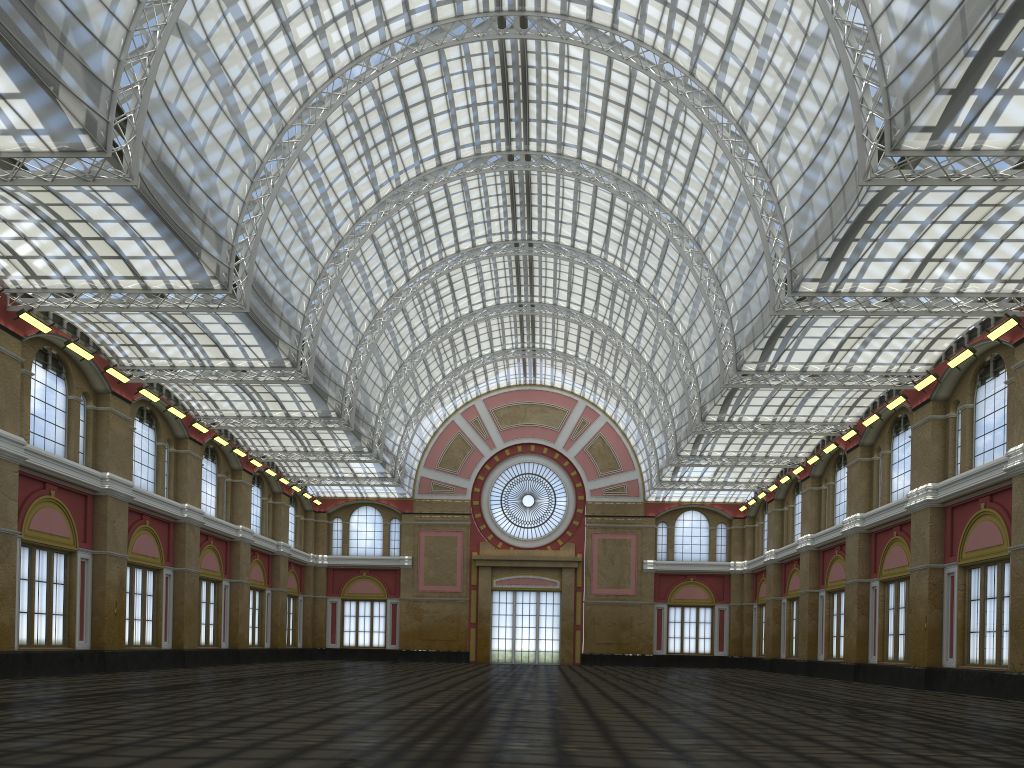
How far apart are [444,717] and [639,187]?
32.17m
